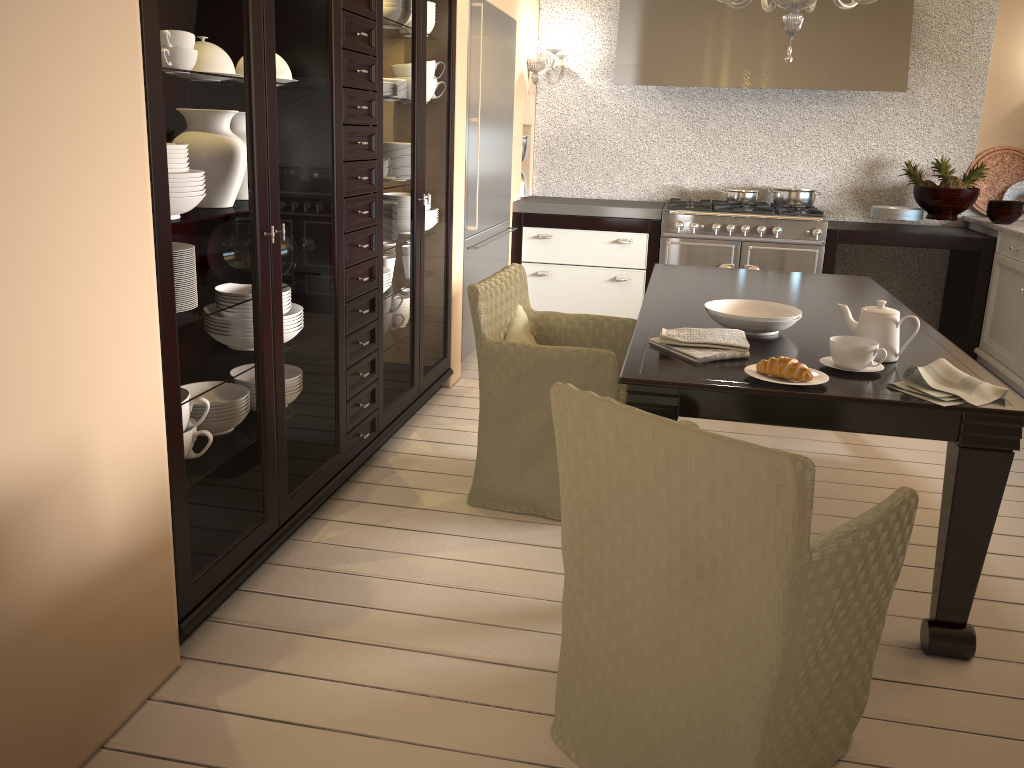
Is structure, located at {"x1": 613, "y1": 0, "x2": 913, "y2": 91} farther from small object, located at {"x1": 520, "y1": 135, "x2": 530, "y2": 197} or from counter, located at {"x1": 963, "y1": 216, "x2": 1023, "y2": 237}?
counter, located at {"x1": 963, "y1": 216, "x2": 1023, "y2": 237}

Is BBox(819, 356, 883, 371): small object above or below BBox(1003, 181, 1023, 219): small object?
below

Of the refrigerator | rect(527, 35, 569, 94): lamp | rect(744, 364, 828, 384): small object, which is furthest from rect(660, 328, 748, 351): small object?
rect(527, 35, 569, 94): lamp

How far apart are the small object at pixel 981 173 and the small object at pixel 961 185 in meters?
0.1 m

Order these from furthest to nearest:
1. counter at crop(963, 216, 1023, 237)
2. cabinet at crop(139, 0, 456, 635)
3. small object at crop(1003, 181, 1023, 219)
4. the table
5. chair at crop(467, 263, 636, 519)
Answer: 1. small object at crop(1003, 181, 1023, 219)
2. counter at crop(963, 216, 1023, 237)
3. chair at crop(467, 263, 636, 519)
4. the table
5. cabinet at crop(139, 0, 456, 635)

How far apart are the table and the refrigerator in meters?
0.9

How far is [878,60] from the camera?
5.0m

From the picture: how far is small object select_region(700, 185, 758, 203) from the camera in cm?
537

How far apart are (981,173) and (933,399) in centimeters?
381cm

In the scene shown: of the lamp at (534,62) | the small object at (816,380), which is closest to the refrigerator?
the lamp at (534,62)
